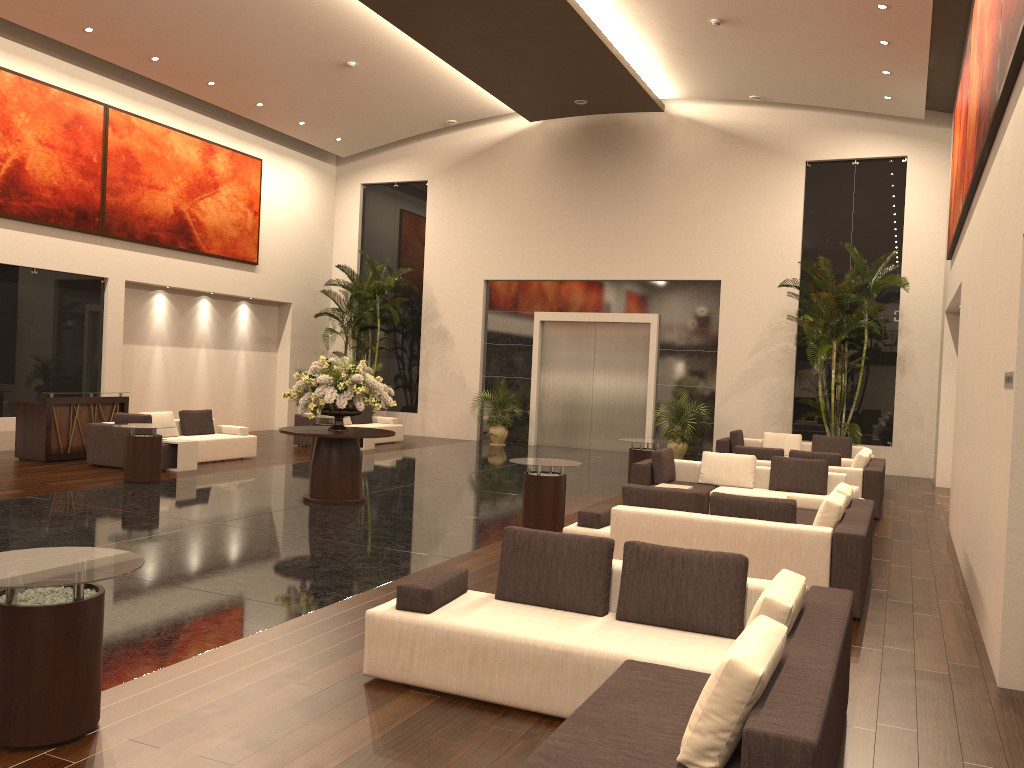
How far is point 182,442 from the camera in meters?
13.9

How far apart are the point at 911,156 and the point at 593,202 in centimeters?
688cm

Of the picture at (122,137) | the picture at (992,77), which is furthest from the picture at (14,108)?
the picture at (992,77)

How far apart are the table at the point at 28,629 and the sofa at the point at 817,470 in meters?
7.8

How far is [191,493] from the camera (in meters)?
11.69

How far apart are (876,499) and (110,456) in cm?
1135

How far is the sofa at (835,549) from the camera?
6.90m

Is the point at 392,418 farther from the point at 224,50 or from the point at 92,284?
the point at 224,50

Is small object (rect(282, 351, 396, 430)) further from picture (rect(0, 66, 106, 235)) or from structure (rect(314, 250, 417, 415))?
structure (rect(314, 250, 417, 415))

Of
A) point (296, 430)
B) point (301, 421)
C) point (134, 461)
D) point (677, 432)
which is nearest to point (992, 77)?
point (296, 430)
